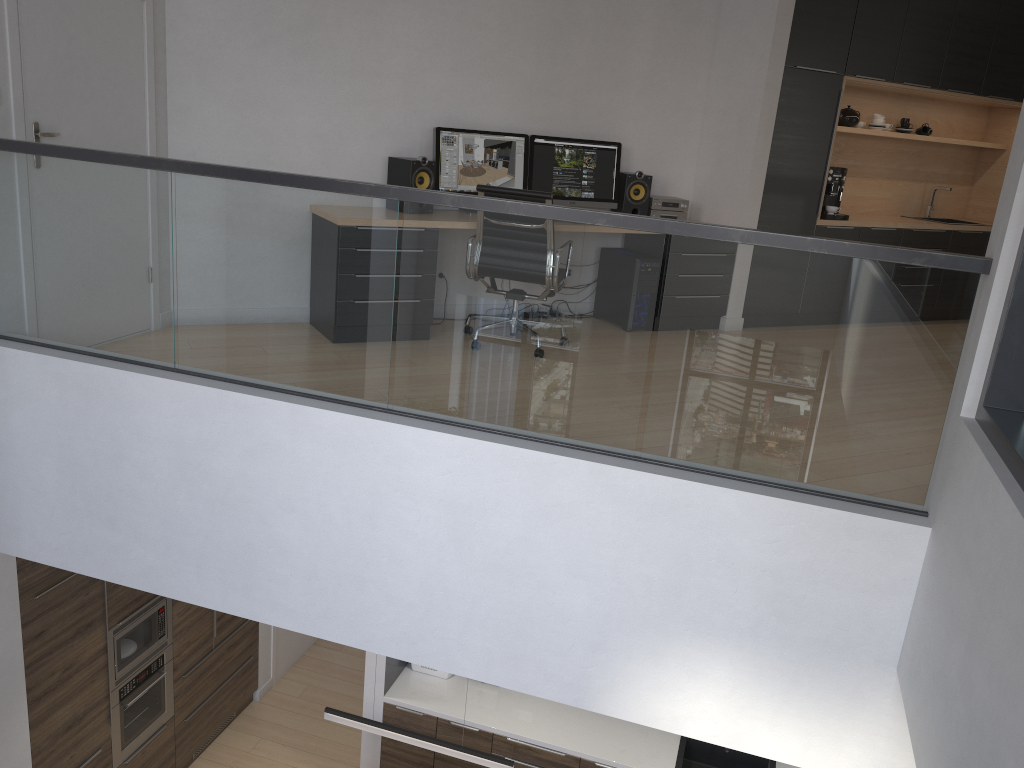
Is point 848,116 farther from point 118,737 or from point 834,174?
point 118,737

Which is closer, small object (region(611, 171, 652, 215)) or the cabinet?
the cabinet

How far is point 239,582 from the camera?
3.9m

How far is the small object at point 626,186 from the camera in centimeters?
631cm

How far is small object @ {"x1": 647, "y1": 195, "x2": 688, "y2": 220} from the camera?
6.4 meters

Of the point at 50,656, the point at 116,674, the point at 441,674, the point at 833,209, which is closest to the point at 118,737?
the point at 116,674

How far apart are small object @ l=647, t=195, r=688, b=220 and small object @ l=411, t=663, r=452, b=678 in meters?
3.6 m

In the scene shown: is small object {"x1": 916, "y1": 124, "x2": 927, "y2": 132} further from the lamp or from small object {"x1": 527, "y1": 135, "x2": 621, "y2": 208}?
the lamp

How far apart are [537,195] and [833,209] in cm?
300

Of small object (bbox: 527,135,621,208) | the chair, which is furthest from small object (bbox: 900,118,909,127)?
the chair
